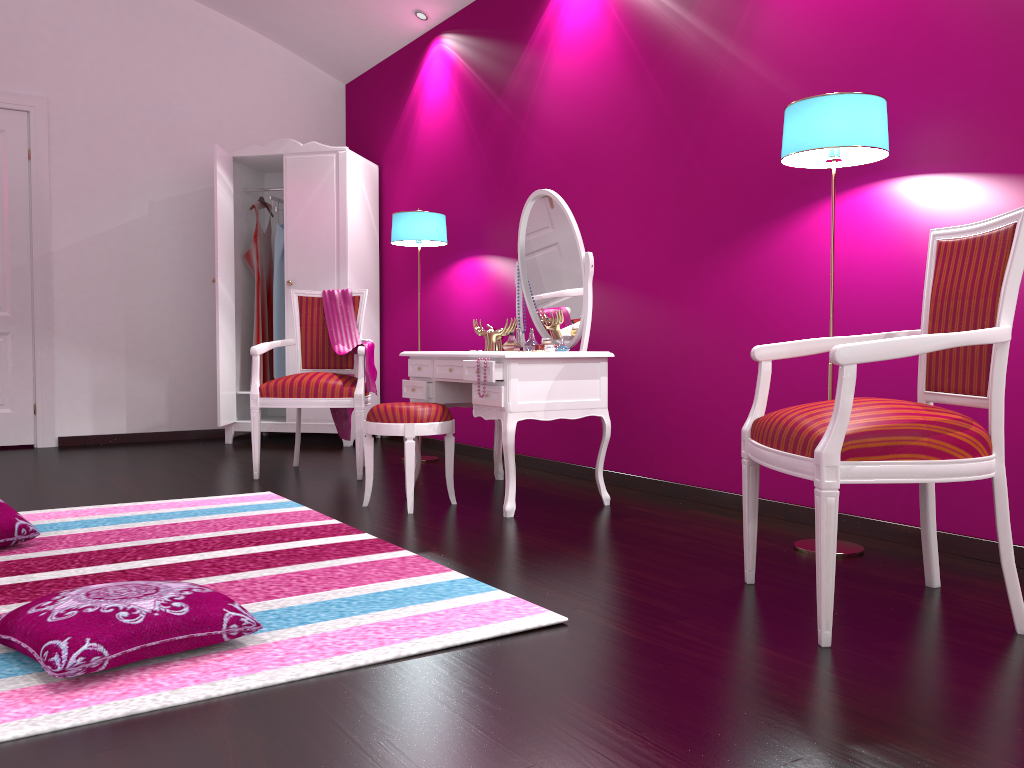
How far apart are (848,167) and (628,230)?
1.1m

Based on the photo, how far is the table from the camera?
3.2m

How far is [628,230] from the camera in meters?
3.8 m

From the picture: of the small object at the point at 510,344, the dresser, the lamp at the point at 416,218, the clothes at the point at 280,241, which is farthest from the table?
the clothes at the point at 280,241

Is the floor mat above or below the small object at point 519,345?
below

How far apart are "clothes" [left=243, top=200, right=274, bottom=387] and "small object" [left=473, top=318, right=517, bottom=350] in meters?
2.2 m

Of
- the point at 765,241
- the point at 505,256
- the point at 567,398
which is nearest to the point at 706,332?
the point at 765,241

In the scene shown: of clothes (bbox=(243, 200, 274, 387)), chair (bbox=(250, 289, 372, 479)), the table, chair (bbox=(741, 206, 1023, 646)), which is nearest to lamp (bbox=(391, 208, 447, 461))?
chair (bbox=(250, 289, 372, 479))

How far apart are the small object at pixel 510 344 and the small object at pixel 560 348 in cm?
40

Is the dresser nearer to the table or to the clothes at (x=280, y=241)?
the clothes at (x=280, y=241)
